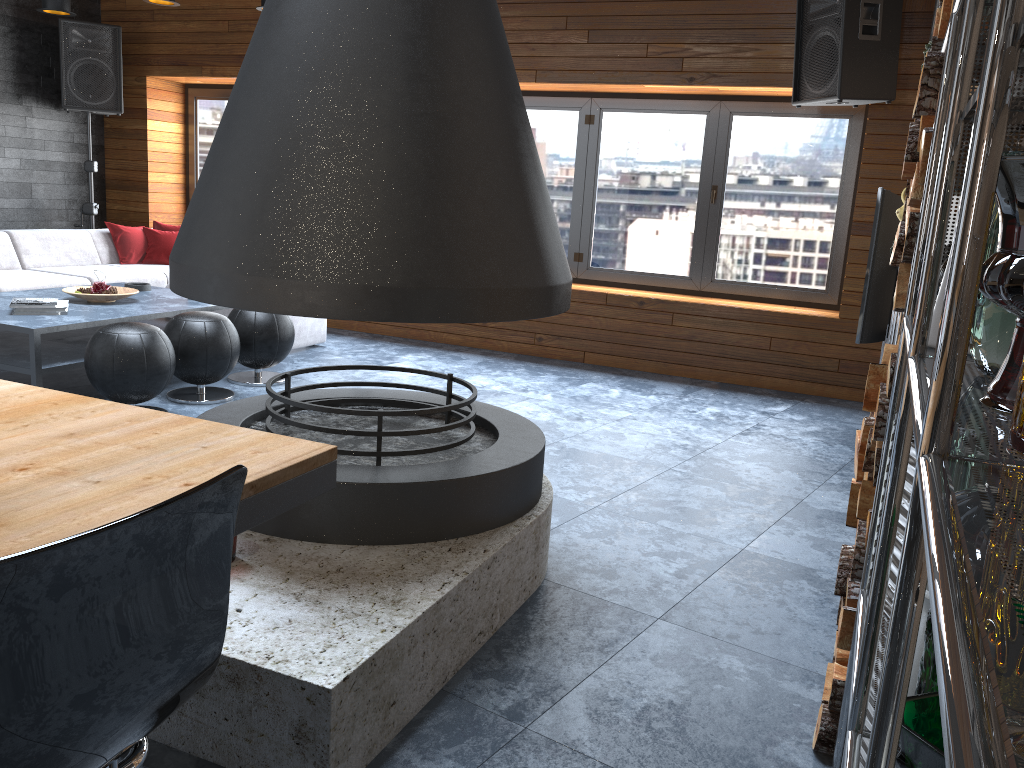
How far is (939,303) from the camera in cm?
128

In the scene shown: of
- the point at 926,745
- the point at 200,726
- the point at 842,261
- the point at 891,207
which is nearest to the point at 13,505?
the point at 200,726

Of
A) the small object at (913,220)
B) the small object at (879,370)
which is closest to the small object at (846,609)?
the small object at (879,370)

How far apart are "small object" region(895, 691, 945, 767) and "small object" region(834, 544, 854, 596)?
1.1 meters

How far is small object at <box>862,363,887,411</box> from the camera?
1.90m

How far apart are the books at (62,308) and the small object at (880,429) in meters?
4.0

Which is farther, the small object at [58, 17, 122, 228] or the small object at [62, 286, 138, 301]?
the small object at [58, 17, 122, 228]

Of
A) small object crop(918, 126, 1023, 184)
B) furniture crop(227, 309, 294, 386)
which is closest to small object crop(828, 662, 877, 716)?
small object crop(918, 126, 1023, 184)

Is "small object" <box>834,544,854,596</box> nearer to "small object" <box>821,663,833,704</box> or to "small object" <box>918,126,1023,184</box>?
"small object" <box>821,663,833,704</box>

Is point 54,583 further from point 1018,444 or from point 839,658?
point 839,658
